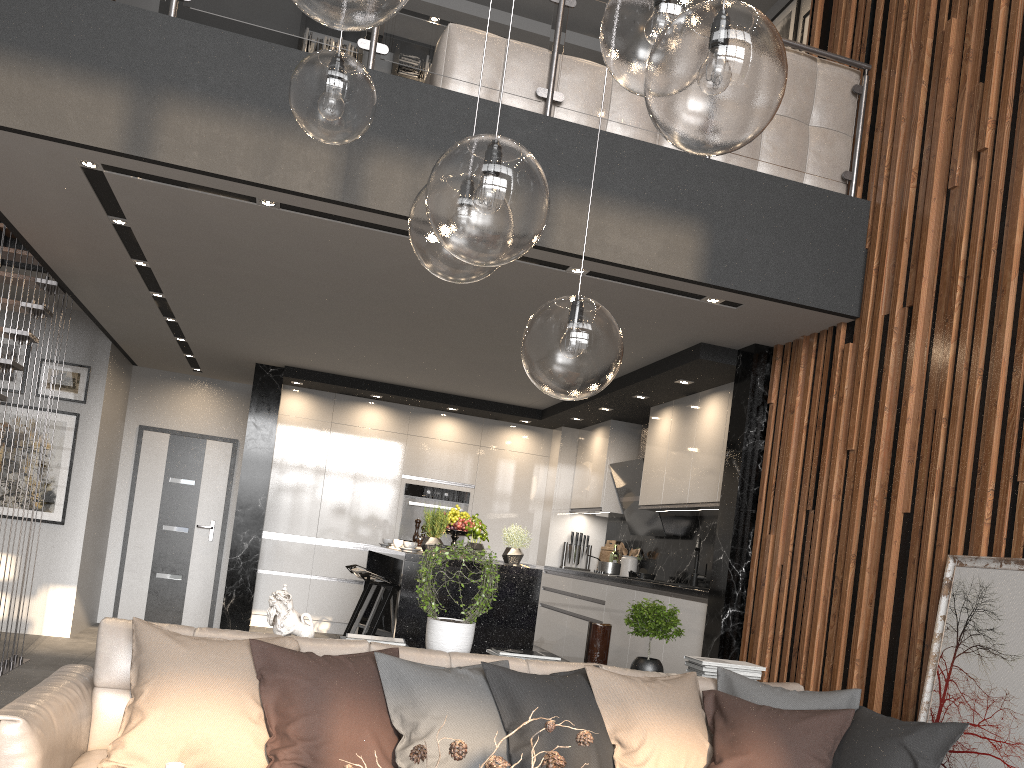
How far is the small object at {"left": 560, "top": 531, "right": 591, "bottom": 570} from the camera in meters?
8.5 m

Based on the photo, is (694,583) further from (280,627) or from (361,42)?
(361,42)

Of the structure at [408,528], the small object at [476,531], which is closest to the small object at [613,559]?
the structure at [408,528]

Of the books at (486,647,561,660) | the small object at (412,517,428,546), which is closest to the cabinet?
the small object at (412,517,428,546)

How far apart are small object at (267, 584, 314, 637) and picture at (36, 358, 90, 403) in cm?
512

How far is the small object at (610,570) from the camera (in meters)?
7.38

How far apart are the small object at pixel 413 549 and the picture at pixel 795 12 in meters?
4.8 m

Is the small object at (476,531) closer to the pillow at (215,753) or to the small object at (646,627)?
the small object at (646,627)

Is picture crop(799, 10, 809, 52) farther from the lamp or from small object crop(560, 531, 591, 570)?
the lamp

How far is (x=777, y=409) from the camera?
5.2m
